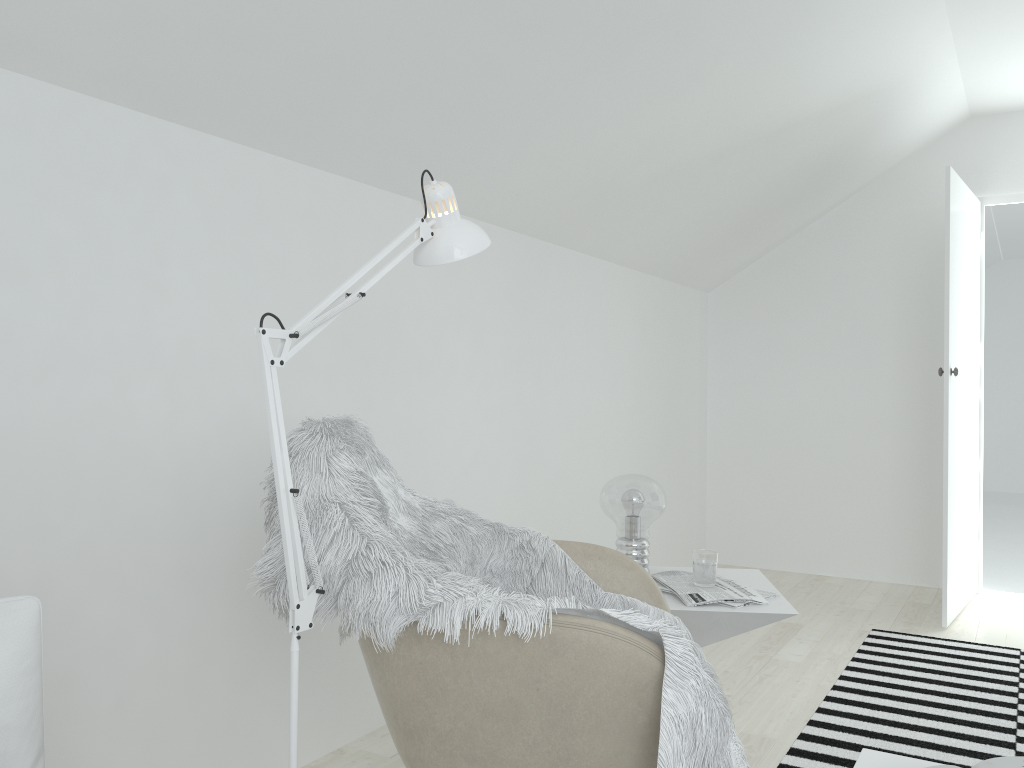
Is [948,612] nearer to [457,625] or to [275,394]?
[457,625]

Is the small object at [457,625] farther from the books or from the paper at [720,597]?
the books

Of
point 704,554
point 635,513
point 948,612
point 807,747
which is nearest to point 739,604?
point 704,554

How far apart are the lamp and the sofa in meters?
0.3 m

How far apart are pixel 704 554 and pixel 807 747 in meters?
0.8

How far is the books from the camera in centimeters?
113cm

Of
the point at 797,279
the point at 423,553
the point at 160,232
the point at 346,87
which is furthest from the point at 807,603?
the point at 160,232

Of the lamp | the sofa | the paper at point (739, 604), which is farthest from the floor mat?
the sofa

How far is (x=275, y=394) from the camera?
1.17m

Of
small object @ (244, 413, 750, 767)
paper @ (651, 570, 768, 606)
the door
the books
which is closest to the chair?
small object @ (244, 413, 750, 767)
